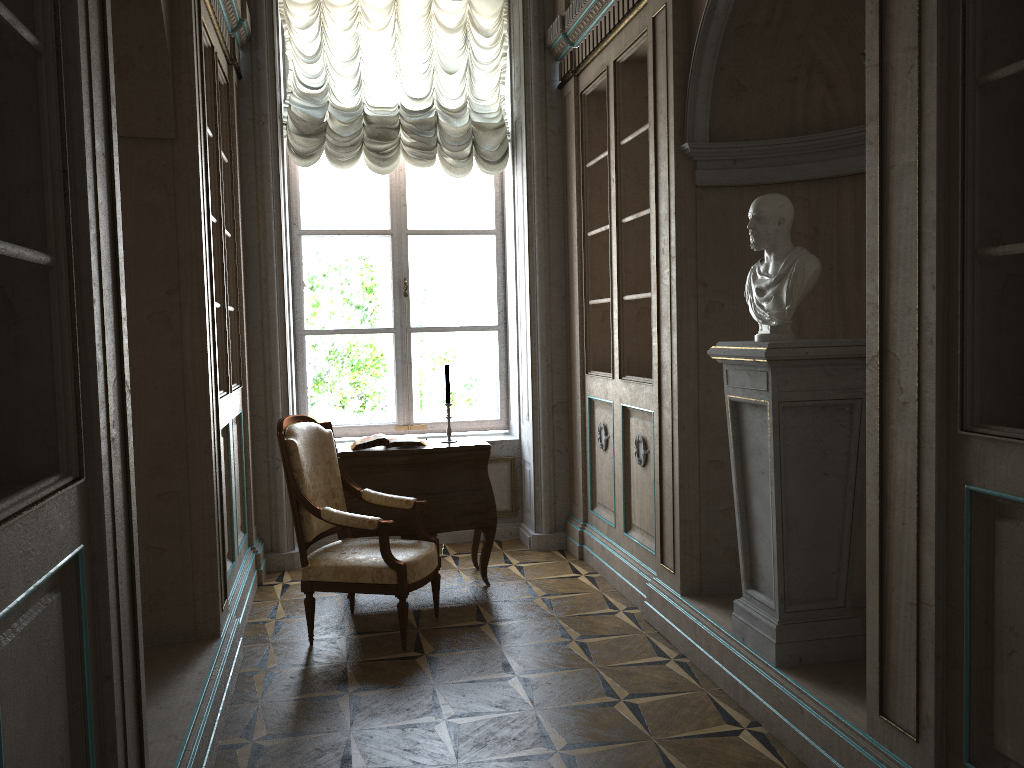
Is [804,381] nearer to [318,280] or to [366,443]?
[366,443]

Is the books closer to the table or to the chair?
the table

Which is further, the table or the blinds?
the blinds

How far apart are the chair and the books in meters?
0.3

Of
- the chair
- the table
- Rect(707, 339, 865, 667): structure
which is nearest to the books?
the table

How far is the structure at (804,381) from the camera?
3.0m

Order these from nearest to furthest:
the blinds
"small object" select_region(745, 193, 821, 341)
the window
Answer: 1. "small object" select_region(745, 193, 821, 341)
2. the blinds
3. the window

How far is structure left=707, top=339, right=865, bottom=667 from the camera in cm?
299

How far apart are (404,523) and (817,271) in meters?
2.6

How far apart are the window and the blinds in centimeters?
29cm
